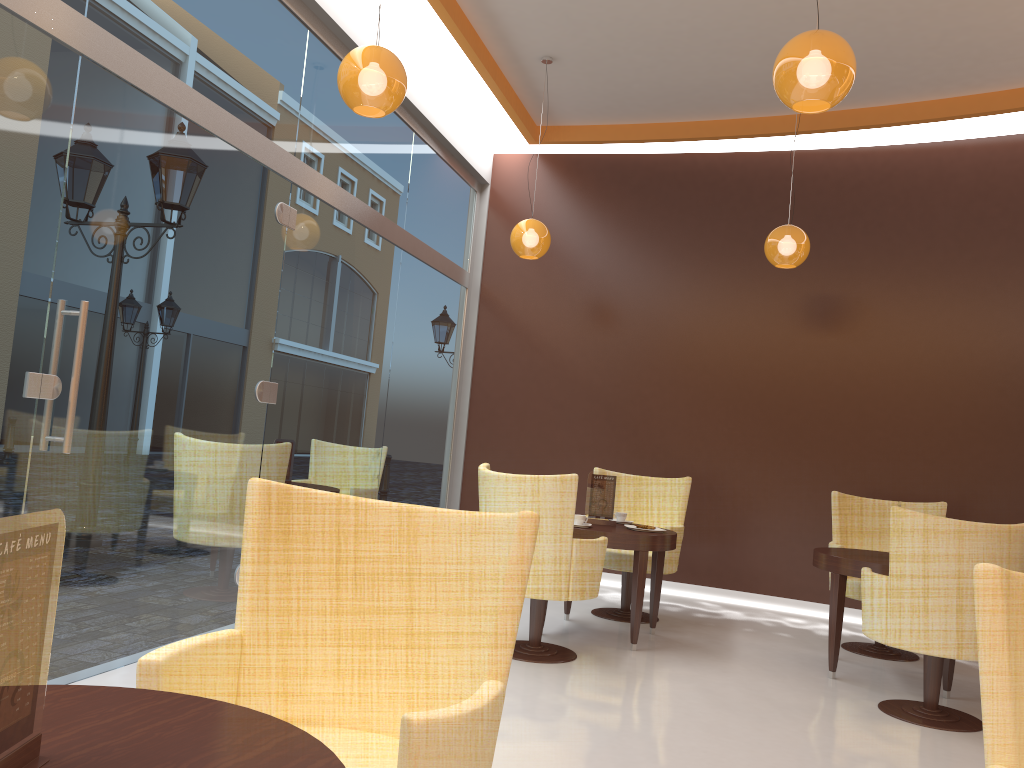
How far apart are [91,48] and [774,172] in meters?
5.6 m

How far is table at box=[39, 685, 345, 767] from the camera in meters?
1.2

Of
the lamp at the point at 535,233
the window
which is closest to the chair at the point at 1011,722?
the window

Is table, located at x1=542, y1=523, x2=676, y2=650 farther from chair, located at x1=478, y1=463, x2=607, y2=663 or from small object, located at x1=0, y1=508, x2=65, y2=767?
small object, located at x1=0, y1=508, x2=65, y2=767

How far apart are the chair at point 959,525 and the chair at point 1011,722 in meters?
2.6 m

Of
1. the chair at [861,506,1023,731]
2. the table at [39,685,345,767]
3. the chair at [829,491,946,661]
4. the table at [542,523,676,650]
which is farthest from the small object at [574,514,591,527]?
the table at [39,685,345,767]

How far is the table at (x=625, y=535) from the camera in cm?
518

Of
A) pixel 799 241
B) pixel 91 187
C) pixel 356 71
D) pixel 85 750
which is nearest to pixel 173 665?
pixel 85 750

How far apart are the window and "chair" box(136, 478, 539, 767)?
1.68m

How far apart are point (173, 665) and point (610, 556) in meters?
4.5 m
